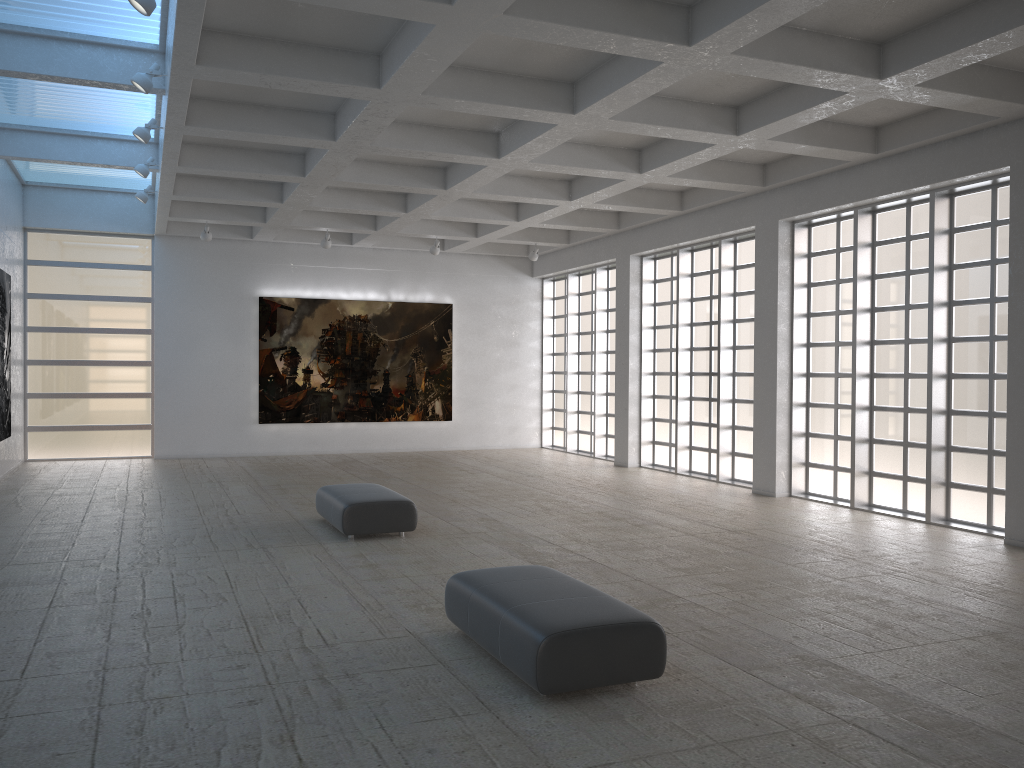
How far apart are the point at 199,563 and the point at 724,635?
9.3 meters

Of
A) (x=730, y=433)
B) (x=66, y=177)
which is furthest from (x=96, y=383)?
(x=730, y=433)

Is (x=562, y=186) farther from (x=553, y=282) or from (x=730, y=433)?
(x=553, y=282)
